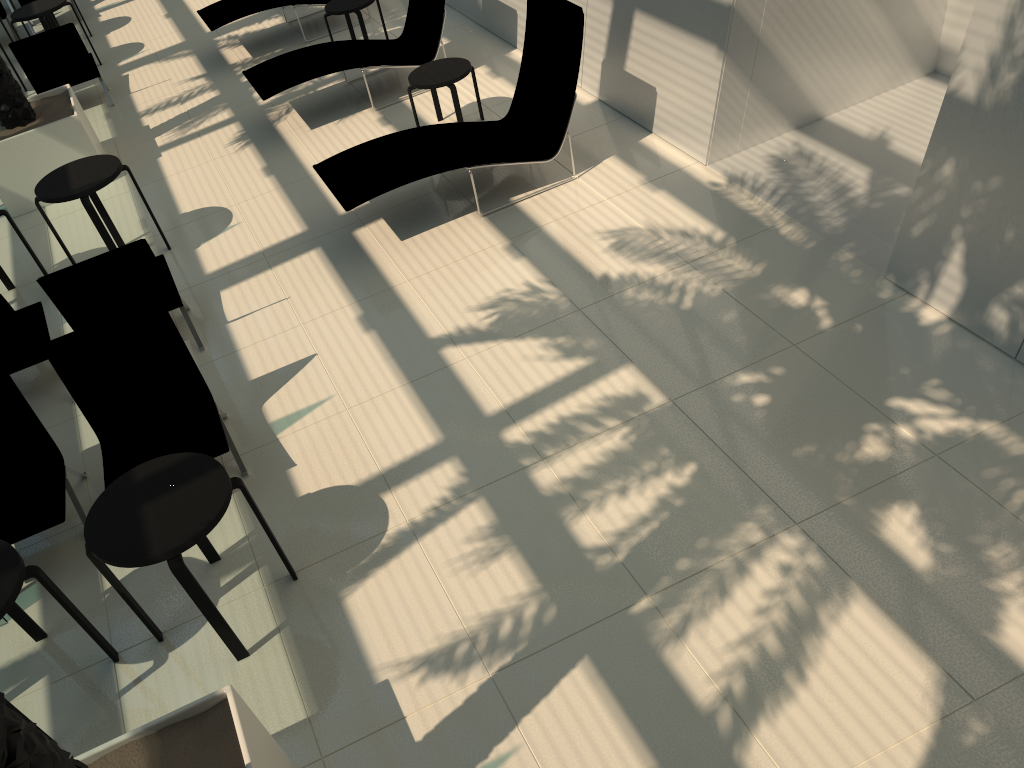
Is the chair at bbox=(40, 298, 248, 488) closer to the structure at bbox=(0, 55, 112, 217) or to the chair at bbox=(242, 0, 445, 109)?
the chair at bbox=(242, 0, 445, 109)

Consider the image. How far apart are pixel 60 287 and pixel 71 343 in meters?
0.9 m

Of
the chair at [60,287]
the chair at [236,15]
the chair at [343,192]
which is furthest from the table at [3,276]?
the chair at [236,15]

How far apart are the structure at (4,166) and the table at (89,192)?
1.50m

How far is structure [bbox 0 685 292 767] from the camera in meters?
2.1 m

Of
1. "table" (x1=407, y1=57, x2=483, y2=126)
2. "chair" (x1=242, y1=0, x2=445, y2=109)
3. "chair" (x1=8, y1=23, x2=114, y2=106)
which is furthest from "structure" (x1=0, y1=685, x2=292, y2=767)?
"chair" (x1=8, y1=23, x2=114, y2=106)

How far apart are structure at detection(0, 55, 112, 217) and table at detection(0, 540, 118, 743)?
5.70m

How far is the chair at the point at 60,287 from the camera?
5.71m

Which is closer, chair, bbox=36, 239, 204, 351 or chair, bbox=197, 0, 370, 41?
chair, bbox=36, 239, 204, 351

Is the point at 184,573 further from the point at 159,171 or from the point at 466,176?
the point at 159,171
